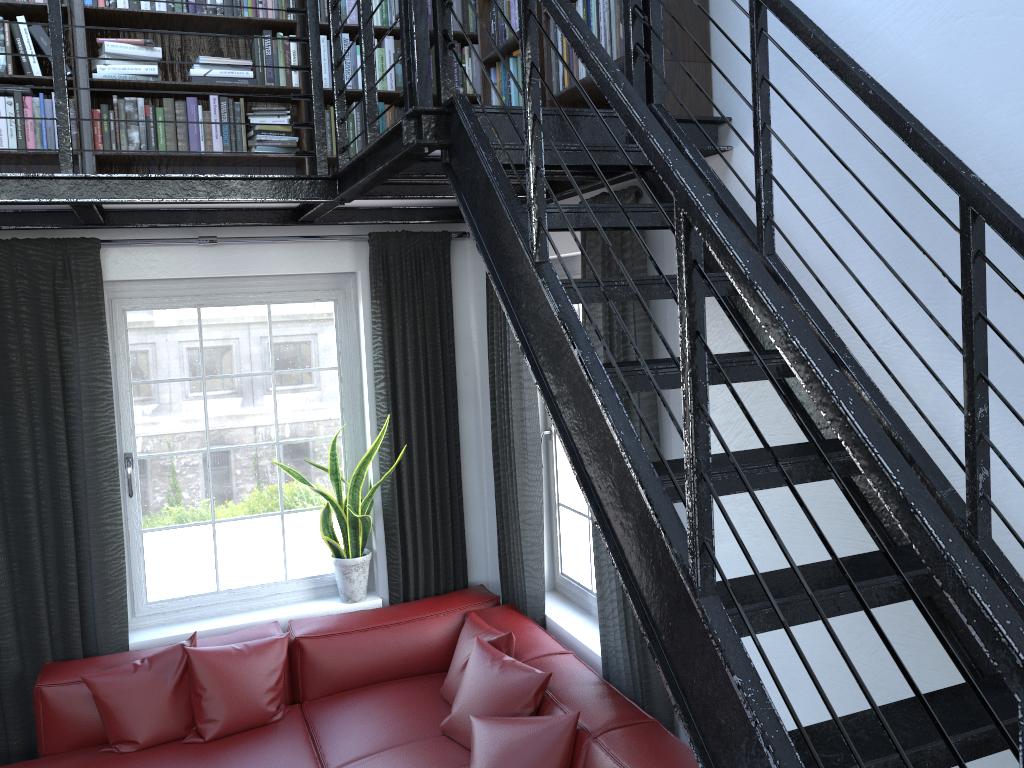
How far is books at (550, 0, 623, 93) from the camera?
2.57m

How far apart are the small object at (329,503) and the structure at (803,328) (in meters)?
1.02

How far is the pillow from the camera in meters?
3.0 m

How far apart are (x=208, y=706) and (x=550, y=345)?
2.54m

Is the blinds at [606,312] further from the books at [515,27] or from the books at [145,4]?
the books at [515,27]

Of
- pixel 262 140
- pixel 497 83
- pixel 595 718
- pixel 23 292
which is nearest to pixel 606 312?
pixel 497 83

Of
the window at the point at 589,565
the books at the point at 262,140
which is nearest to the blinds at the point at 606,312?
the window at the point at 589,565

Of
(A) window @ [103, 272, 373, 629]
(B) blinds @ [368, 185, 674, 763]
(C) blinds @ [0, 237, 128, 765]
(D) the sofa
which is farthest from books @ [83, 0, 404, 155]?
(D) the sofa

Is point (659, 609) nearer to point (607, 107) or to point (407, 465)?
point (607, 107)

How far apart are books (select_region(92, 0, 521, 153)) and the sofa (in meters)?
2.10
